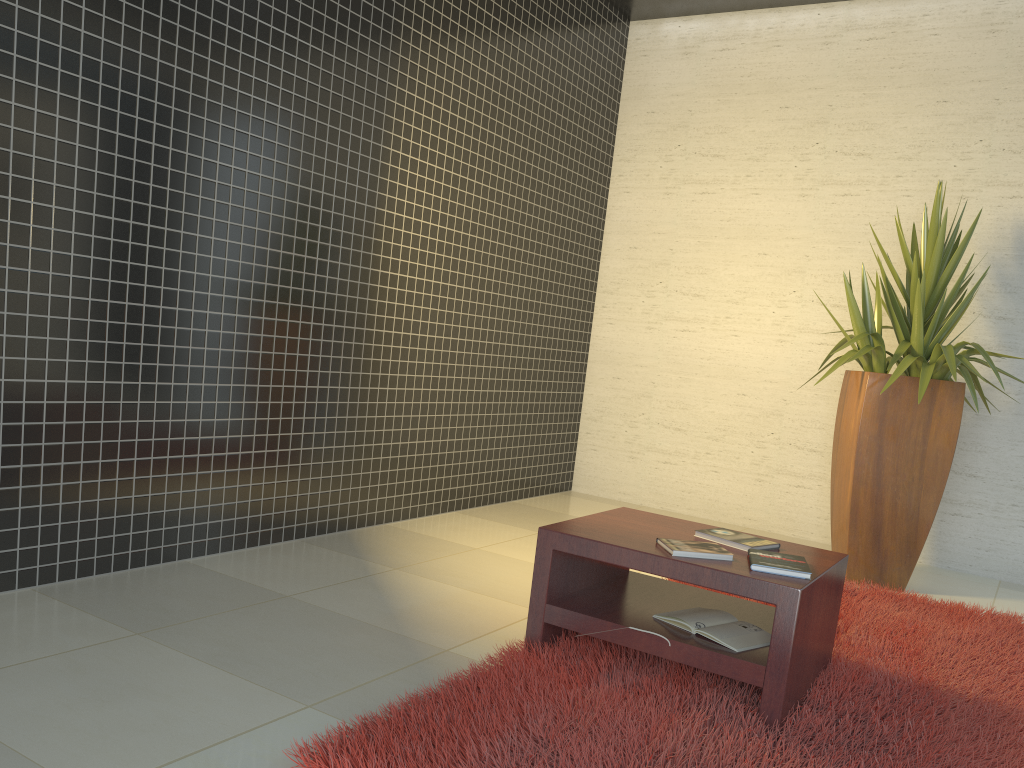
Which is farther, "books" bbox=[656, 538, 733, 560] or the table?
"books" bbox=[656, 538, 733, 560]

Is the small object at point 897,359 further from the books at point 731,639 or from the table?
the books at point 731,639

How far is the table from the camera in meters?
2.4 m

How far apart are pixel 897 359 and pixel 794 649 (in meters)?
2.37

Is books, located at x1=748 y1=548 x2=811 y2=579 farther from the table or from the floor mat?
the floor mat

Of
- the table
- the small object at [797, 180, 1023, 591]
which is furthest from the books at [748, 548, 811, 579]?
the small object at [797, 180, 1023, 591]

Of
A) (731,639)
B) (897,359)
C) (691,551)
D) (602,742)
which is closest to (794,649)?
(731,639)

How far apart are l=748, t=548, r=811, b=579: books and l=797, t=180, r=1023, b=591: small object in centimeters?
176cm

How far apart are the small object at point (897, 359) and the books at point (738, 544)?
1.6 meters

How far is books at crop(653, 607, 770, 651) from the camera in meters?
2.6
